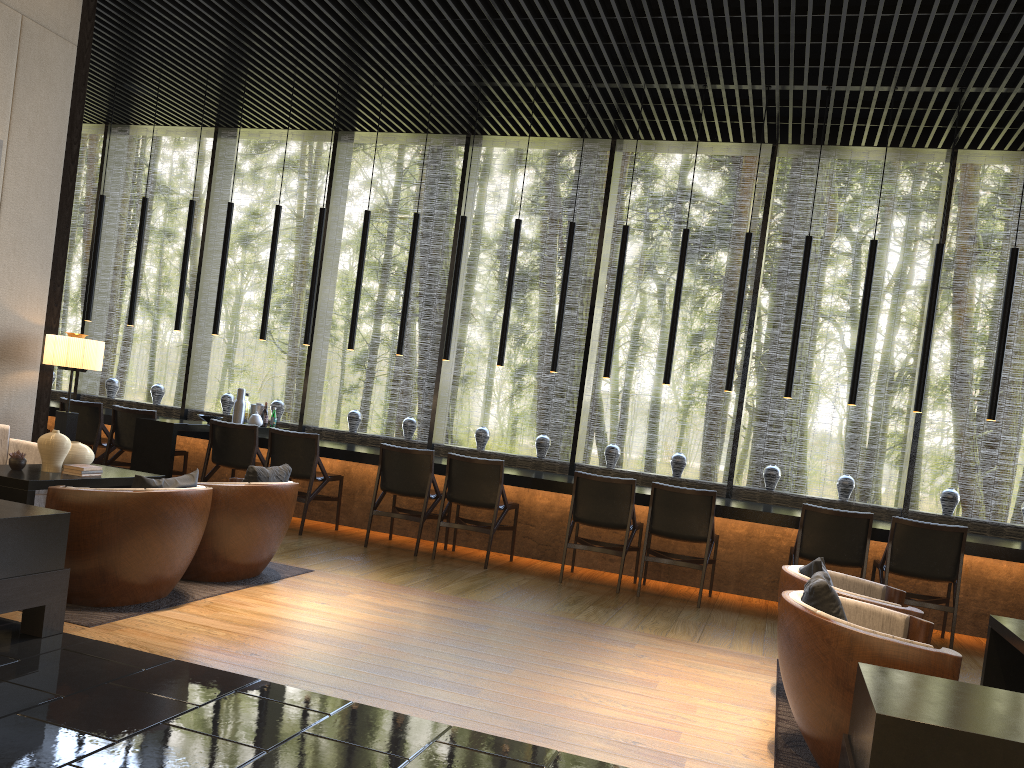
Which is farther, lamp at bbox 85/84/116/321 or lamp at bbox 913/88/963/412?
lamp at bbox 85/84/116/321

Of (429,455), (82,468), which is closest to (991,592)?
(429,455)

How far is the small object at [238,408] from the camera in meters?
8.3

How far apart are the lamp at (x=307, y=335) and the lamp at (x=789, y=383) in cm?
425

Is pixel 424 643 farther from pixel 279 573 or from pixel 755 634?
pixel 755 634

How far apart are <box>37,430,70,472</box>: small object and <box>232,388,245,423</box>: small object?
3.4m

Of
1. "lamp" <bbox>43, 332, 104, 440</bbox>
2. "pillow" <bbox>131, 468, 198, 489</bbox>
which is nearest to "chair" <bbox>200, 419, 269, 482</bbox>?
"lamp" <bbox>43, 332, 104, 440</bbox>

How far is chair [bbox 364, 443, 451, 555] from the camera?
6.87m

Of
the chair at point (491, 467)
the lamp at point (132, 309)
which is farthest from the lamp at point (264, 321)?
the chair at point (491, 467)

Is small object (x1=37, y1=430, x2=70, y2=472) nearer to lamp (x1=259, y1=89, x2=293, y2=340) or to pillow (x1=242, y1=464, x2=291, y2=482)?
pillow (x1=242, y1=464, x2=291, y2=482)
